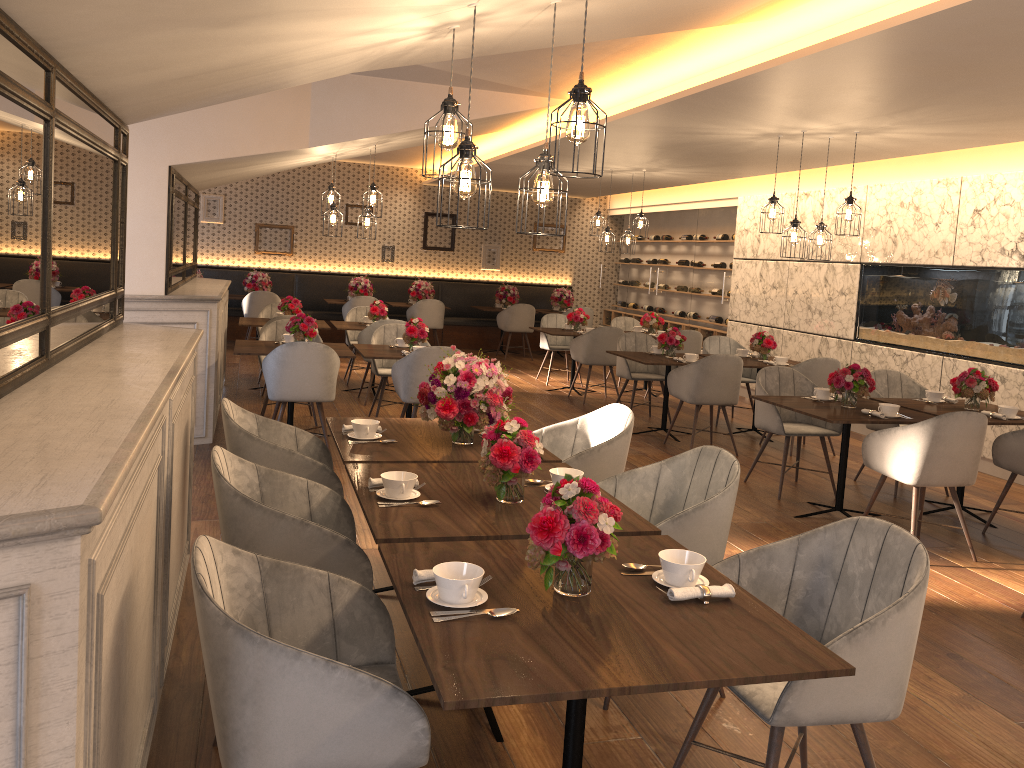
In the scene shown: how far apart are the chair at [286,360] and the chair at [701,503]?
3.23m

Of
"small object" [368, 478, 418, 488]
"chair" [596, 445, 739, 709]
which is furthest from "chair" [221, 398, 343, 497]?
"chair" [596, 445, 739, 709]

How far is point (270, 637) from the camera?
2.24m

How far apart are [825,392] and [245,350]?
4.2 meters

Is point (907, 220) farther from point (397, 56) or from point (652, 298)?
point (397, 56)

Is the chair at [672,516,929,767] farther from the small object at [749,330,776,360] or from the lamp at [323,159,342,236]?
the lamp at [323,159,342,236]

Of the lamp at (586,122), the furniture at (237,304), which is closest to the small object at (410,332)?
the lamp at (586,122)

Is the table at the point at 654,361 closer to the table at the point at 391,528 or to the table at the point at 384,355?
the table at the point at 384,355

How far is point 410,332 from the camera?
7.2m

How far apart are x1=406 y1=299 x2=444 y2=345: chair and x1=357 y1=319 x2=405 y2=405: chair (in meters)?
4.07
